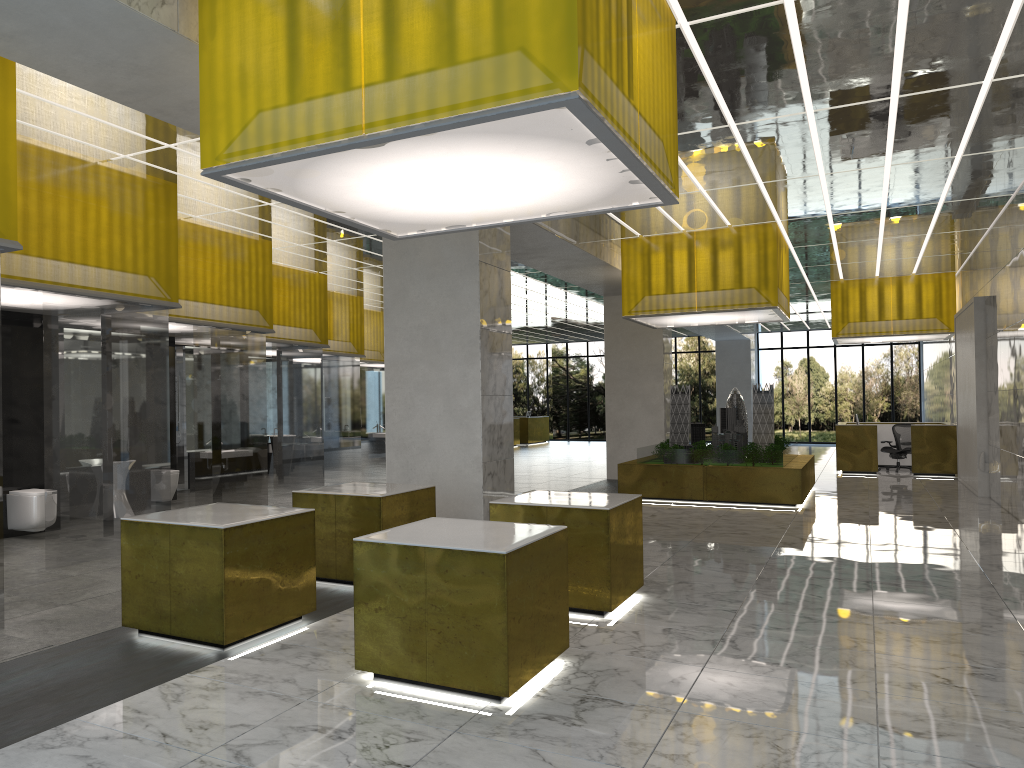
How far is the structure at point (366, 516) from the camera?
10.1 meters

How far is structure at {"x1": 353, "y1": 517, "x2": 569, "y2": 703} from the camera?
6.36m

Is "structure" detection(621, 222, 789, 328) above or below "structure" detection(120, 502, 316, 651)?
above

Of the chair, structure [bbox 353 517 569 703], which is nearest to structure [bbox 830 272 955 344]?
the chair

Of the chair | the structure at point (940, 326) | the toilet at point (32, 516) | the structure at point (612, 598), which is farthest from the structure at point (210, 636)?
the chair

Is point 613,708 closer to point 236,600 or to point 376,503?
point 236,600

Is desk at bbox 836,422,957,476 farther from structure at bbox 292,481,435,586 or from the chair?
structure at bbox 292,481,435,586

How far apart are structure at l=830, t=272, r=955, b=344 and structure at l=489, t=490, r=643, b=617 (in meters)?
20.87

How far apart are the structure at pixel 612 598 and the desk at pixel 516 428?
35.6 meters

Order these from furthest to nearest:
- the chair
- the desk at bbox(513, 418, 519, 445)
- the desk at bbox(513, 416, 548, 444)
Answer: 1. the desk at bbox(513, 416, 548, 444)
2. the desk at bbox(513, 418, 519, 445)
3. the chair
